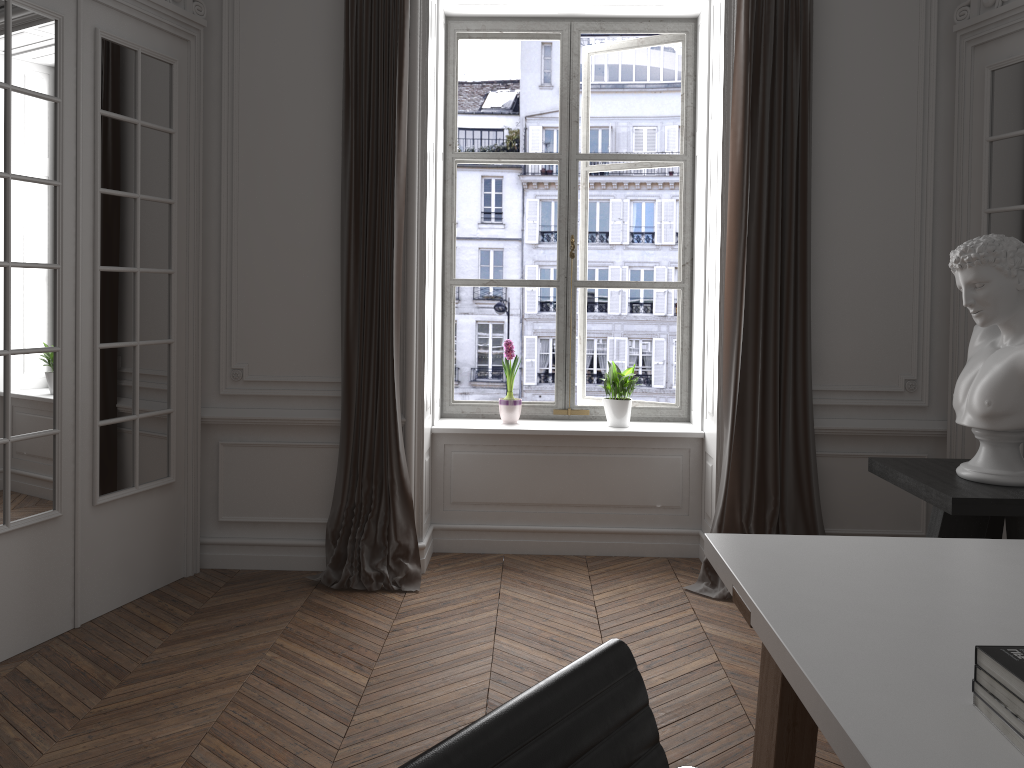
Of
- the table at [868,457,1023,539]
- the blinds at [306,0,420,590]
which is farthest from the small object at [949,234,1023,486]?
the blinds at [306,0,420,590]

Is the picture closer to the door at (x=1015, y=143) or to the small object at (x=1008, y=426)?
the door at (x=1015, y=143)

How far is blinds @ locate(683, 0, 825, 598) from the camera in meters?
4.2

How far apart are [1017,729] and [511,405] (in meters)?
3.70

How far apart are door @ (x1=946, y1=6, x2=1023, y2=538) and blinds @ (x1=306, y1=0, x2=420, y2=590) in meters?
2.6

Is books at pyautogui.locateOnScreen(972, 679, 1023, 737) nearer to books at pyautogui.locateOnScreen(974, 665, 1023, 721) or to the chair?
books at pyautogui.locateOnScreen(974, 665, 1023, 721)

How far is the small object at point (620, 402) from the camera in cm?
489

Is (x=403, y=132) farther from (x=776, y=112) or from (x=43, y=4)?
(x=776, y=112)

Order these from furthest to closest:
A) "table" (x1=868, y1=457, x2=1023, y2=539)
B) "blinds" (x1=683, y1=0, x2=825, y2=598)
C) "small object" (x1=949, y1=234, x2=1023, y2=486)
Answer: "blinds" (x1=683, y1=0, x2=825, y2=598) → "small object" (x1=949, y1=234, x2=1023, y2=486) → "table" (x1=868, y1=457, x2=1023, y2=539)

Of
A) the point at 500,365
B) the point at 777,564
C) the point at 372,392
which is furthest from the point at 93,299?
the point at 500,365
